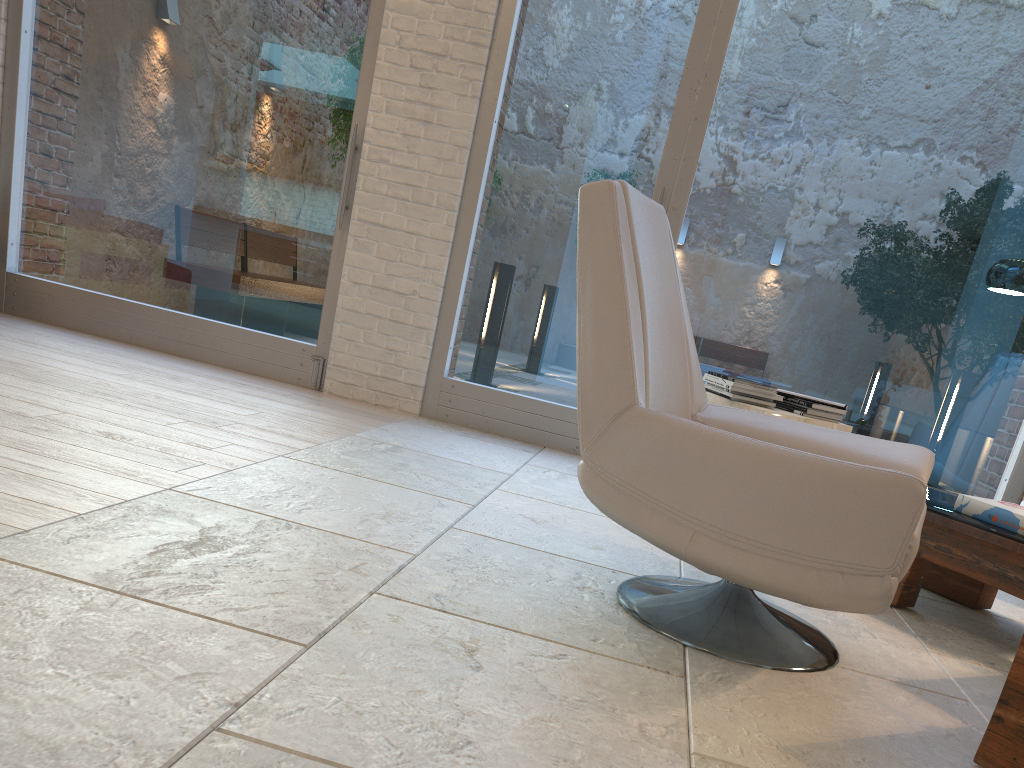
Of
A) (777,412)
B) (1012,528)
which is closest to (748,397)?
(777,412)

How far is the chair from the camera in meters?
1.6

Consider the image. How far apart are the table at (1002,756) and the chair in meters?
0.2 m

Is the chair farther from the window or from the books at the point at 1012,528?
the window

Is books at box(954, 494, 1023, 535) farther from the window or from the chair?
the window

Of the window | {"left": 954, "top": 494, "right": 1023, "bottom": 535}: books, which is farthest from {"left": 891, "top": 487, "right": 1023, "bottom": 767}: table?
the window

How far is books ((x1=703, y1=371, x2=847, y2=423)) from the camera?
3.31m

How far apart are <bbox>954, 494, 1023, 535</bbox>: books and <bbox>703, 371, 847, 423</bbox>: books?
0.7m

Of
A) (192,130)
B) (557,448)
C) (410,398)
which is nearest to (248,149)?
(192,130)

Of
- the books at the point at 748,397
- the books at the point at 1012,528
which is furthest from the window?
the books at the point at 1012,528
